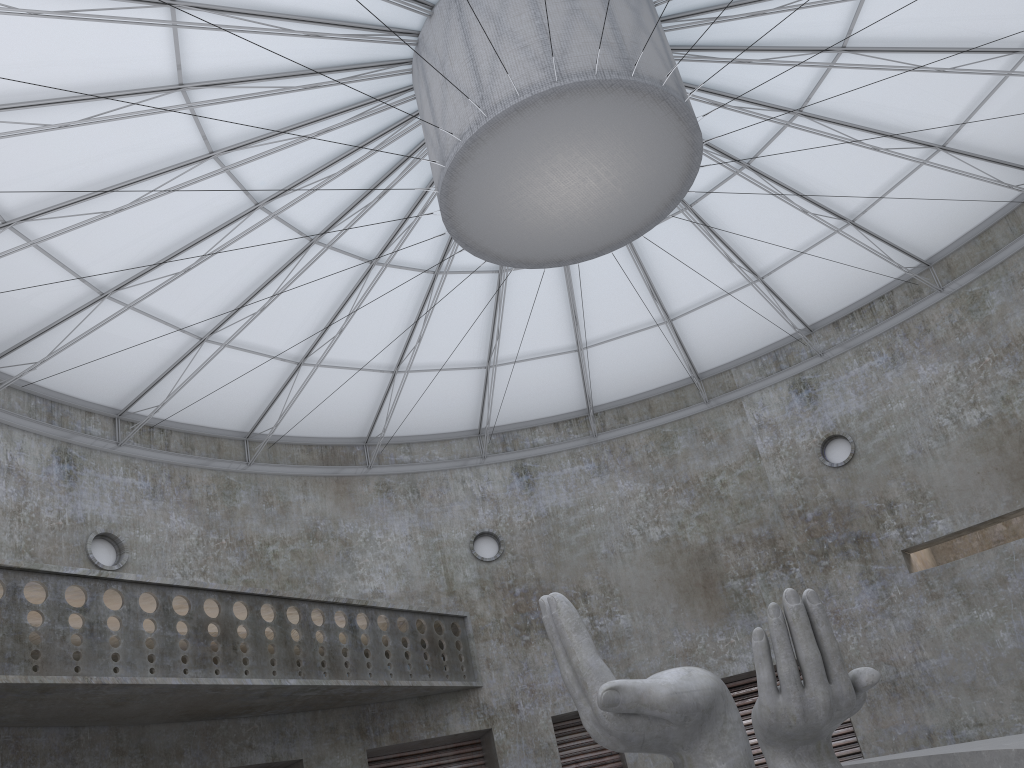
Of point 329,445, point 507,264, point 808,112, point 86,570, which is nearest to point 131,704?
point 86,570

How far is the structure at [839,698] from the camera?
15.3 meters

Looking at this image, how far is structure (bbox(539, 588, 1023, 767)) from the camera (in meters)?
15.35
